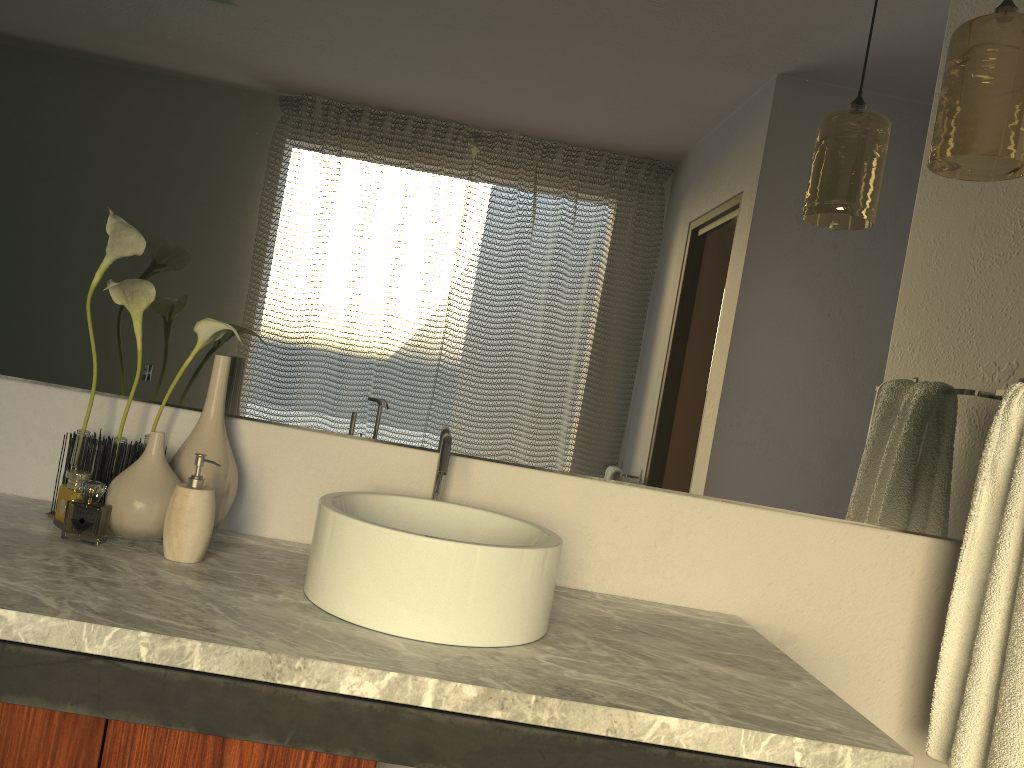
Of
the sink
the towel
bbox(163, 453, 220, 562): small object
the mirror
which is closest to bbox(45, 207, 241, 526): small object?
the mirror

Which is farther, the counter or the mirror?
the mirror

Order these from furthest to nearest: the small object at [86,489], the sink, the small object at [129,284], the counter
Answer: the small object at [86,489] → the small object at [129,284] → the sink → the counter

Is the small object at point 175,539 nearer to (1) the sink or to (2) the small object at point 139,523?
(2) the small object at point 139,523

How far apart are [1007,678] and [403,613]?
0.9 meters

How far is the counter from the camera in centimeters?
96cm

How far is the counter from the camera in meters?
1.0 m

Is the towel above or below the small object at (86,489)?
above

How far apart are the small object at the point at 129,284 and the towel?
1.27m

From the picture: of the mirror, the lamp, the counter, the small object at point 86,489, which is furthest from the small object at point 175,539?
the lamp
